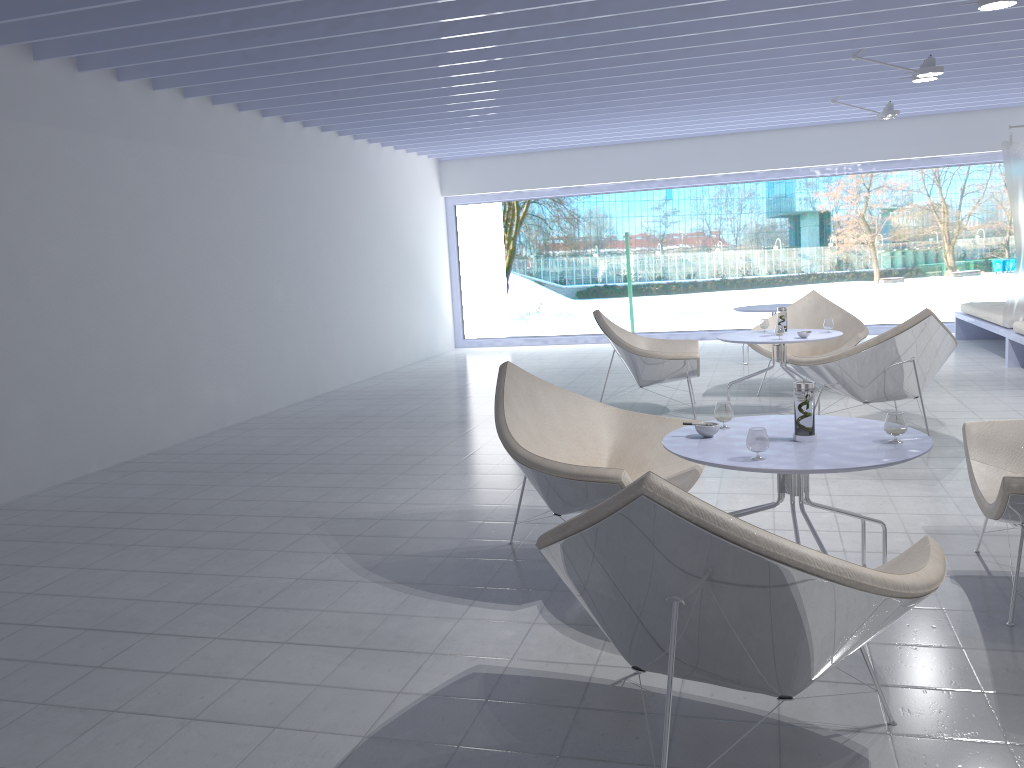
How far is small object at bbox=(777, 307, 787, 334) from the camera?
6.0 meters

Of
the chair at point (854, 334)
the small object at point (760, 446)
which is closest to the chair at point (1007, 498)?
the small object at point (760, 446)

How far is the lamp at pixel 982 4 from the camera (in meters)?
4.31

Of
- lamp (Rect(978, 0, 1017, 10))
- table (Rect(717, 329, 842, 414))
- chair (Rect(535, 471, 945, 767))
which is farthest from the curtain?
chair (Rect(535, 471, 945, 767))

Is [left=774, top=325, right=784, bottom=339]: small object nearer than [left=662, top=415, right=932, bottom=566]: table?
No

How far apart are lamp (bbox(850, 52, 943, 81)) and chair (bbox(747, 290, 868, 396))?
1.7m

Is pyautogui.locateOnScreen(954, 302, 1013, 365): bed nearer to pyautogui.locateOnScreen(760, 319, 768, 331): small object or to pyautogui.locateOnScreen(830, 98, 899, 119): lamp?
pyautogui.locateOnScreen(830, 98, 899, 119): lamp

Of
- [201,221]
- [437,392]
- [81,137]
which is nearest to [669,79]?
[437,392]

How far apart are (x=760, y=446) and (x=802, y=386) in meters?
0.3 m

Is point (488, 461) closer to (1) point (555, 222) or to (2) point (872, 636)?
(2) point (872, 636)
